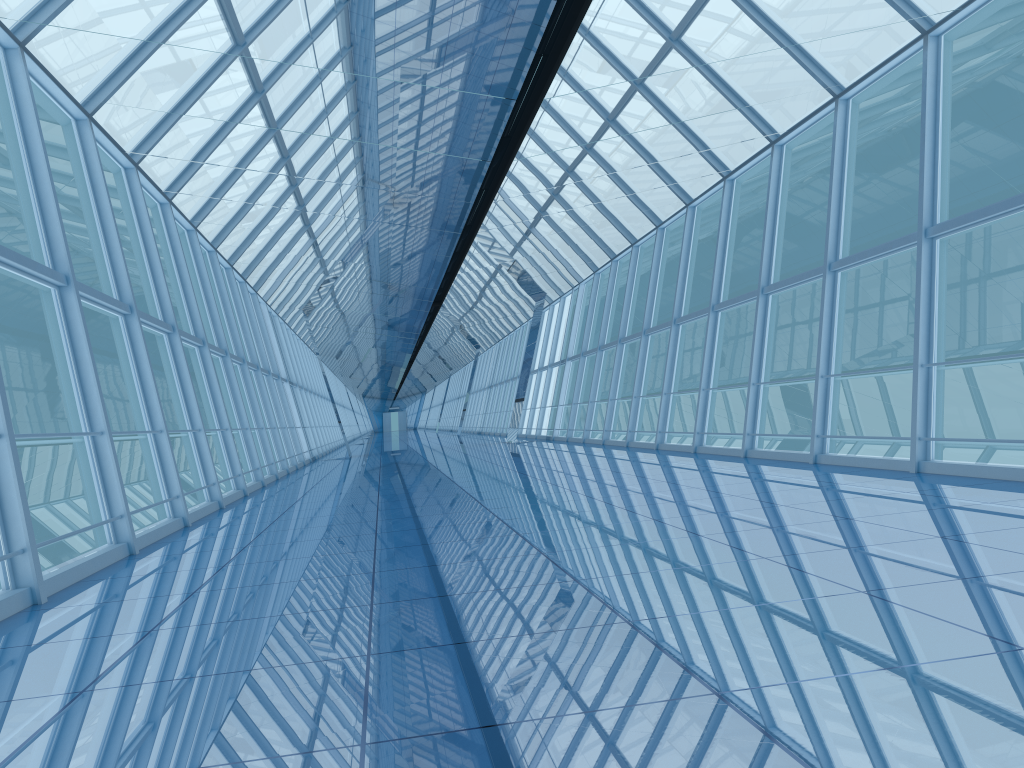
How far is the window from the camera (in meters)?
8.41

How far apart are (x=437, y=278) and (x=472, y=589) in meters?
13.5

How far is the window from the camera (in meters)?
8.41

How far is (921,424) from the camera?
8.41m

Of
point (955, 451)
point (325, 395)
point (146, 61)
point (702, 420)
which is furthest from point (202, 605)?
point (955, 451)
